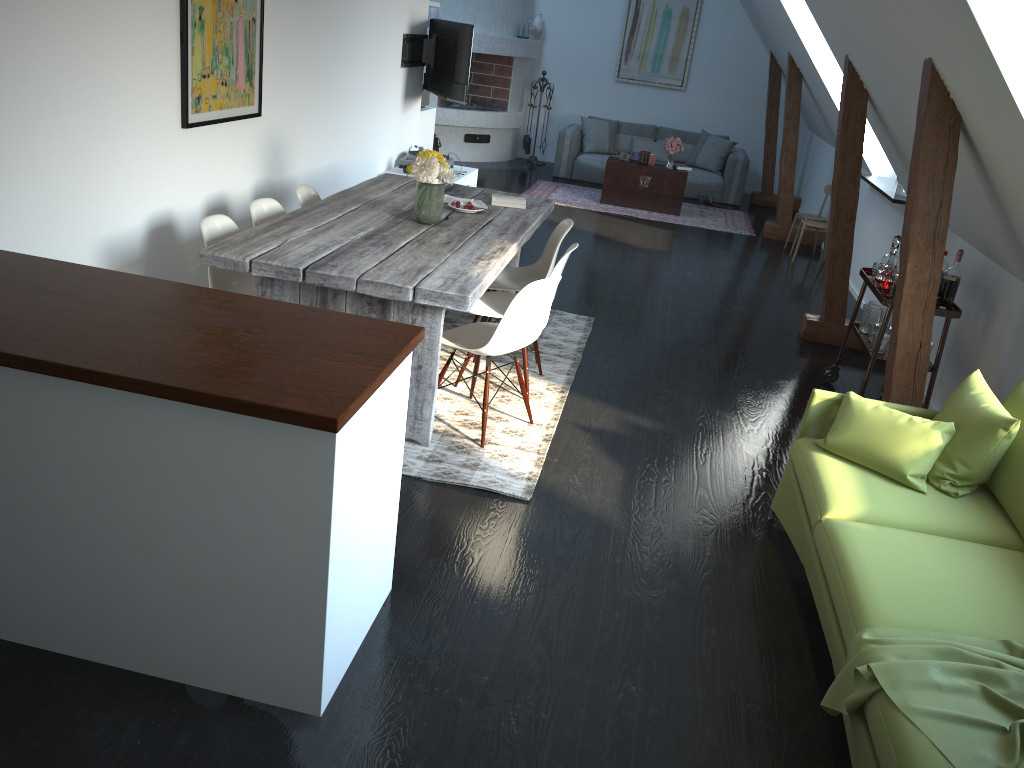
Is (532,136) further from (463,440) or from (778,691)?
(778,691)

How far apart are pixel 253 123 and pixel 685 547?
3.34m

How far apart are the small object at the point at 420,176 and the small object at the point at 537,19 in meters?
8.3 m

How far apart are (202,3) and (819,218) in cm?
643

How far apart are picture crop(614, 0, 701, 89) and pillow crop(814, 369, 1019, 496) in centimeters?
955cm

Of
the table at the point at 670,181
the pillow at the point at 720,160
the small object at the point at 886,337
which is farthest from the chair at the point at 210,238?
the pillow at the point at 720,160

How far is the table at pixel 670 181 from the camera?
9.93m

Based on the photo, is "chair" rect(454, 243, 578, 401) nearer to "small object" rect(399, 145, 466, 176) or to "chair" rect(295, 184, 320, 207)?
"chair" rect(295, 184, 320, 207)

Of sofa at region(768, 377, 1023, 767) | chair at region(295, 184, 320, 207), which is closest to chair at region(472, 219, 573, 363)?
chair at region(295, 184, 320, 207)

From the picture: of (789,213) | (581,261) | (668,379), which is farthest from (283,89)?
(789,213)
